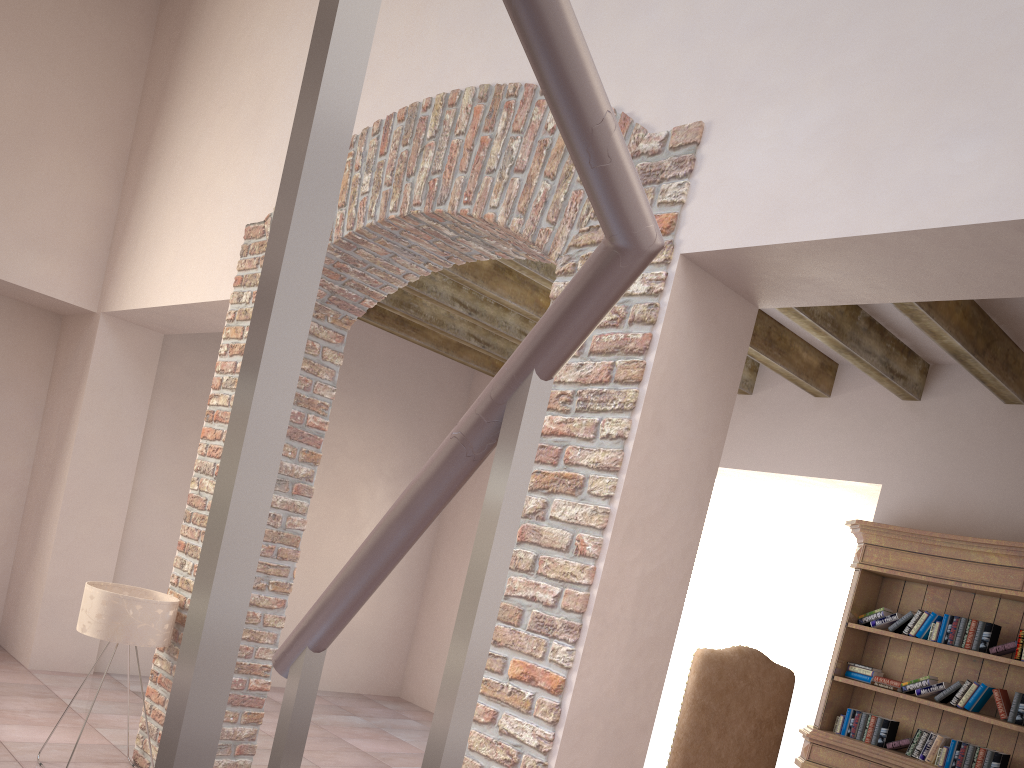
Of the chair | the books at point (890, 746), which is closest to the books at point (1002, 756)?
the books at point (890, 746)

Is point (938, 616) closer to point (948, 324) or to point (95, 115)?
point (948, 324)

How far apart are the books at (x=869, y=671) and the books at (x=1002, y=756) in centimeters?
68cm

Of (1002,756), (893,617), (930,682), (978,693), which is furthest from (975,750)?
(893,617)

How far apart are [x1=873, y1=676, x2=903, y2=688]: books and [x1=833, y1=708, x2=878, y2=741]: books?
0.2m

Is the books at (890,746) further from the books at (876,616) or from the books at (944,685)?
the books at (876,616)

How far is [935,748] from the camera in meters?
4.4

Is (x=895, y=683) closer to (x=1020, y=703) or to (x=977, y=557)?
(x=1020, y=703)

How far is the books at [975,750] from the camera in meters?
4.2 m

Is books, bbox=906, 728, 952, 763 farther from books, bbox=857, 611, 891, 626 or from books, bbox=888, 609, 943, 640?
books, bbox=857, 611, 891, 626
